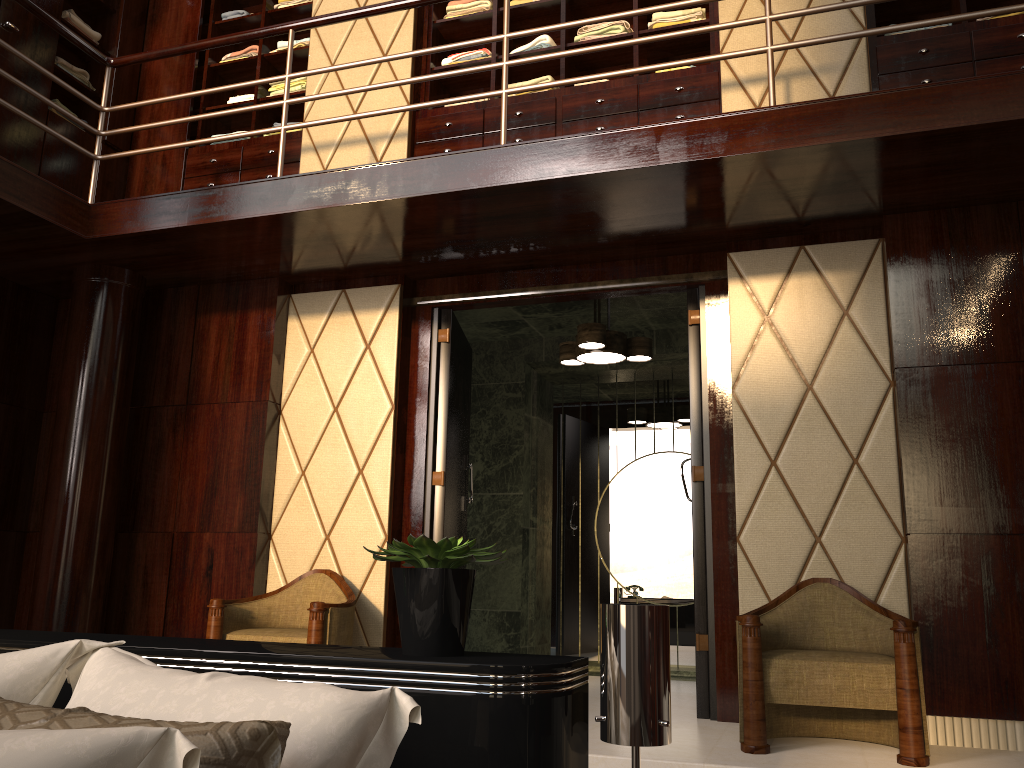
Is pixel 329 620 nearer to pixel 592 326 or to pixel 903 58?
pixel 592 326

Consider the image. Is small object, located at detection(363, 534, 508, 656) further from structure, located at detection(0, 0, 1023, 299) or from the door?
the door

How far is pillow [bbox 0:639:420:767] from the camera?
0.88m

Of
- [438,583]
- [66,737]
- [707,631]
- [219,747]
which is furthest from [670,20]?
[66,737]

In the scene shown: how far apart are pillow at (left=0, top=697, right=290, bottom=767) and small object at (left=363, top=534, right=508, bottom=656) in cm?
43

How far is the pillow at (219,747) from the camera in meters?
1.0 m

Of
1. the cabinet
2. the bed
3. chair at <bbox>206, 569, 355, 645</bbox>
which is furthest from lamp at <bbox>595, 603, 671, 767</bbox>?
the cabinet

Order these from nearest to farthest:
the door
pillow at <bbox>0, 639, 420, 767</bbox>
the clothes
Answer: pillow at <bbox>0, 639, 420, 767</bbox> < the door < the clothes

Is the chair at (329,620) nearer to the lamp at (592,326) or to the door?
the door

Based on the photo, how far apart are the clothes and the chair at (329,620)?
2.55m
